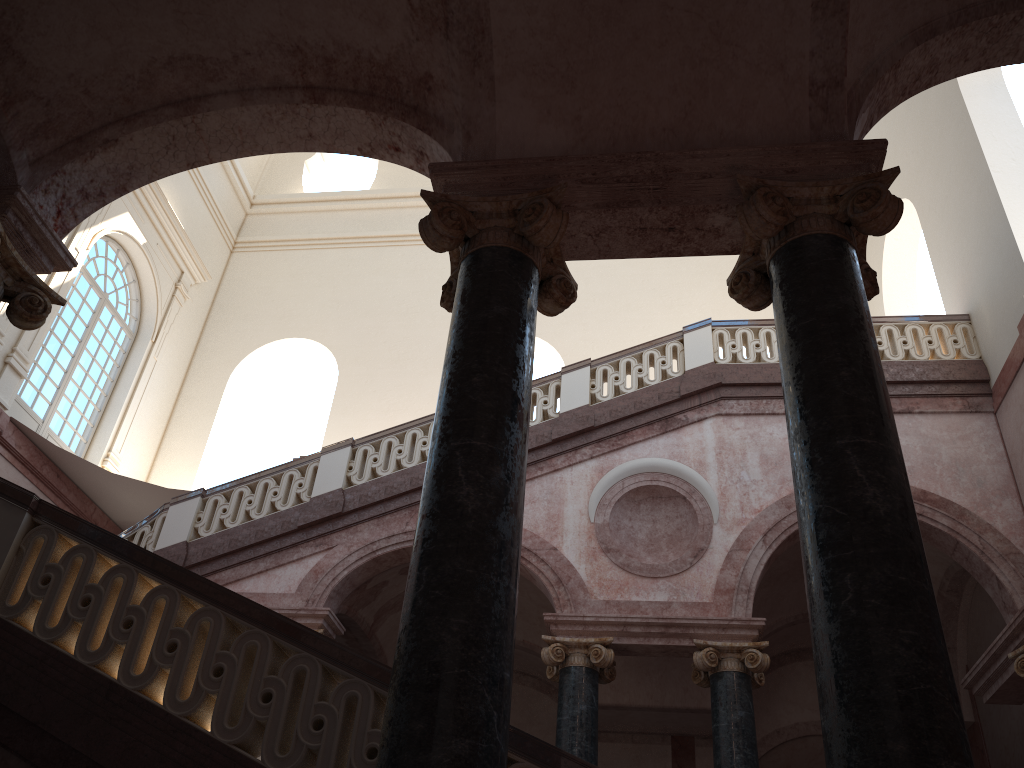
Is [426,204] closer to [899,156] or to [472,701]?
[899,156]

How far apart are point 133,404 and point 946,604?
12.79m
